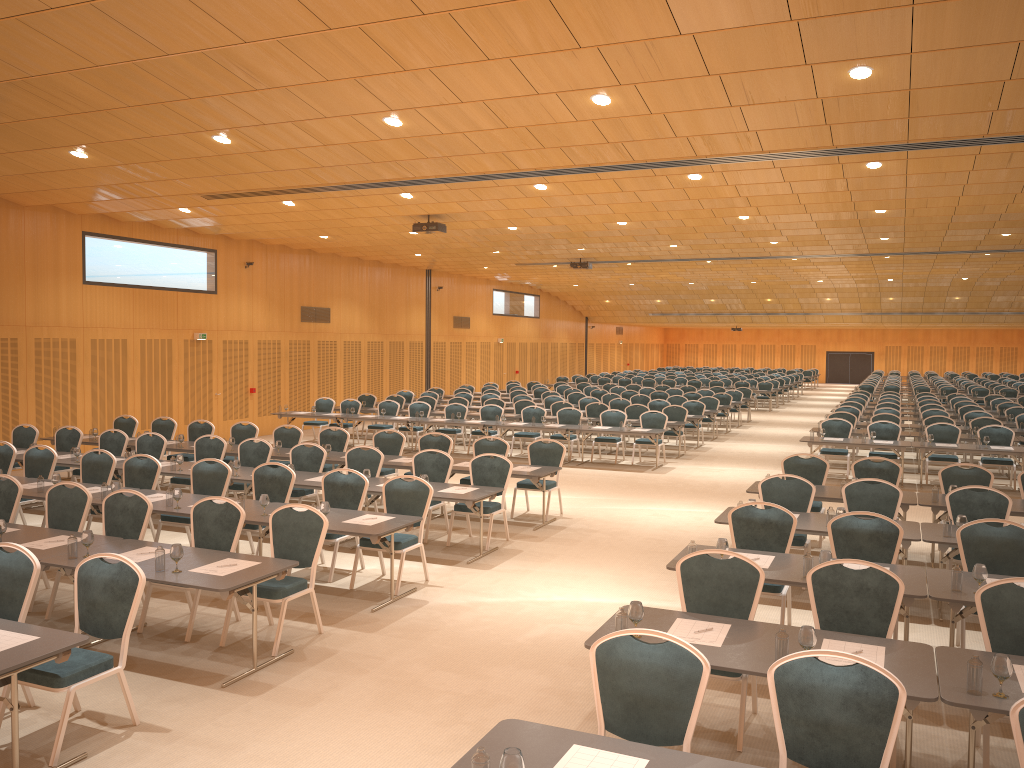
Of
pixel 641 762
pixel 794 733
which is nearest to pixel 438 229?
pixel 794 733

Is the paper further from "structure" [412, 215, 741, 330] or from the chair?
"structure" [412, 215, 741, 330]

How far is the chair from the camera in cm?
417

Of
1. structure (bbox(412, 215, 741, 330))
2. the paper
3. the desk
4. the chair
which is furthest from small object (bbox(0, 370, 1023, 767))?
structure (bbox(412, 215, 741, 330))

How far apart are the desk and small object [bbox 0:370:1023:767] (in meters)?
0.03

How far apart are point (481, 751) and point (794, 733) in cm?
165

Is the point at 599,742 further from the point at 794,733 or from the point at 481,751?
the point at 794,733

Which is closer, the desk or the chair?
the desk

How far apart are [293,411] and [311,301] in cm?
446

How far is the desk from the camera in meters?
3.9 m
